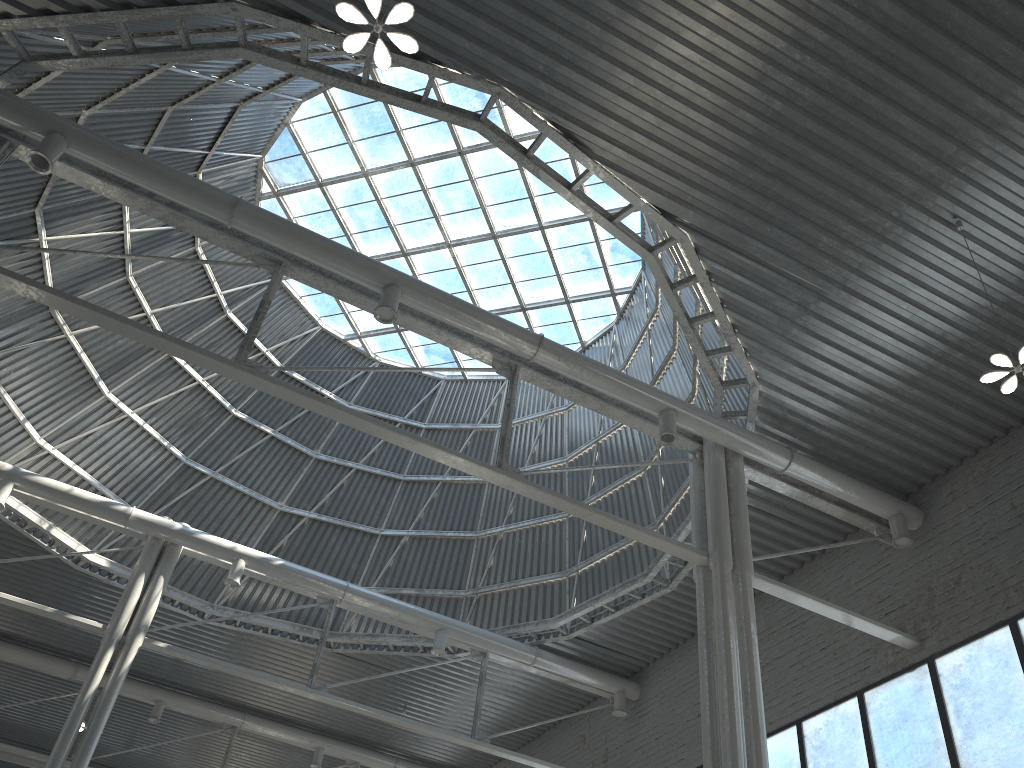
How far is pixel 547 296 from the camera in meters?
33.6 m

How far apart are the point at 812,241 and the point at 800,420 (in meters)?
Answer: 5.28
